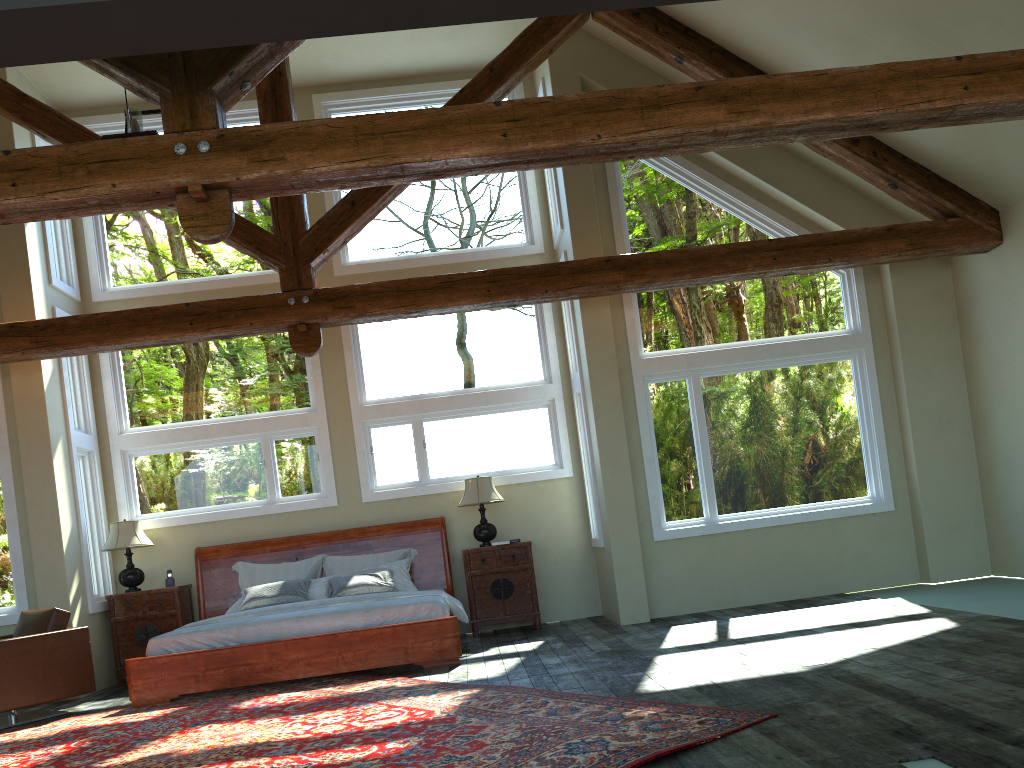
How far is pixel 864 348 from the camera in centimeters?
895cm

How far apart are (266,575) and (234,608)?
0.6m

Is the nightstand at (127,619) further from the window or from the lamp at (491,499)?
the lamp at (491,499)

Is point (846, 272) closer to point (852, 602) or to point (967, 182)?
point (967, 182)

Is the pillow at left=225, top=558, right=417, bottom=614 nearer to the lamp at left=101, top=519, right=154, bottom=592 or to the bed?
the bed

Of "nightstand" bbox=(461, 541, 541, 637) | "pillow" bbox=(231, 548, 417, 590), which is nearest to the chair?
"pillow" bbox=(231, 548, 417, 590)

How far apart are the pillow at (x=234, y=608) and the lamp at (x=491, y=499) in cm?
79

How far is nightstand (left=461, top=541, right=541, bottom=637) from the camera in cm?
913

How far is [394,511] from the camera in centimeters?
959cm

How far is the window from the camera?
8.95m
